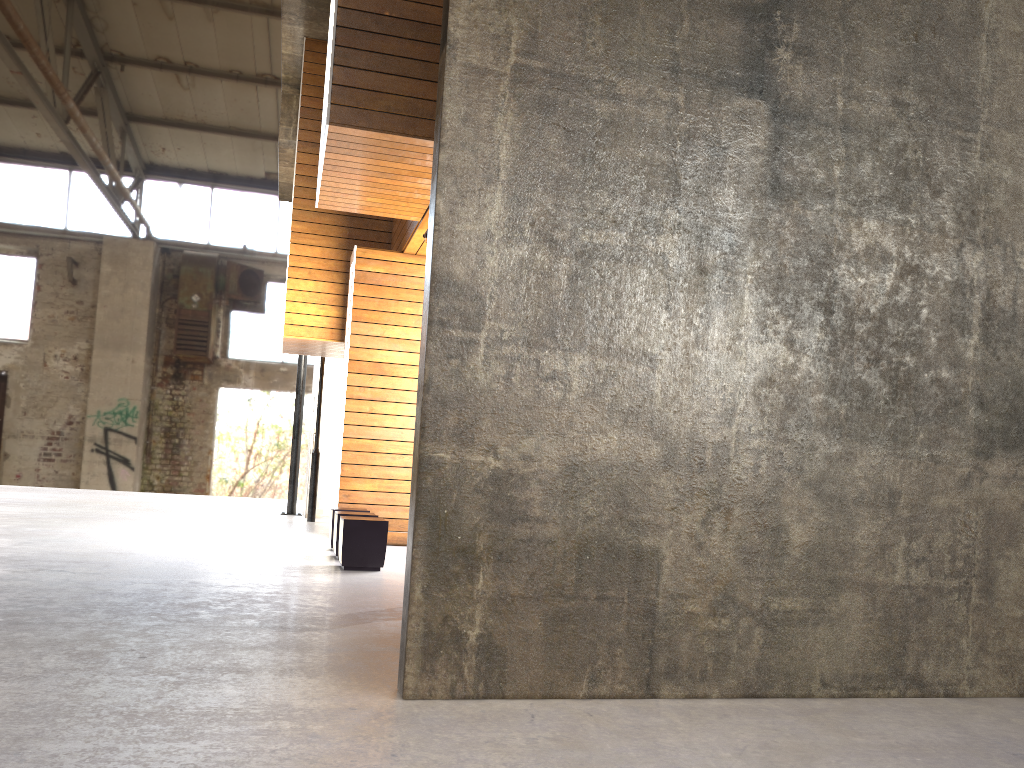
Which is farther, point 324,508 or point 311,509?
point 324,508

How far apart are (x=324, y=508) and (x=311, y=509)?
0.8m

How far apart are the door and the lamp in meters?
0.7 m

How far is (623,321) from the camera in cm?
332

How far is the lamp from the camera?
12.2 meters

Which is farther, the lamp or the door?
the door

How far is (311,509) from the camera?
12.2m

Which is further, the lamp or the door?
the door

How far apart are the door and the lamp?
0.7 meters

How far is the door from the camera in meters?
13.0
